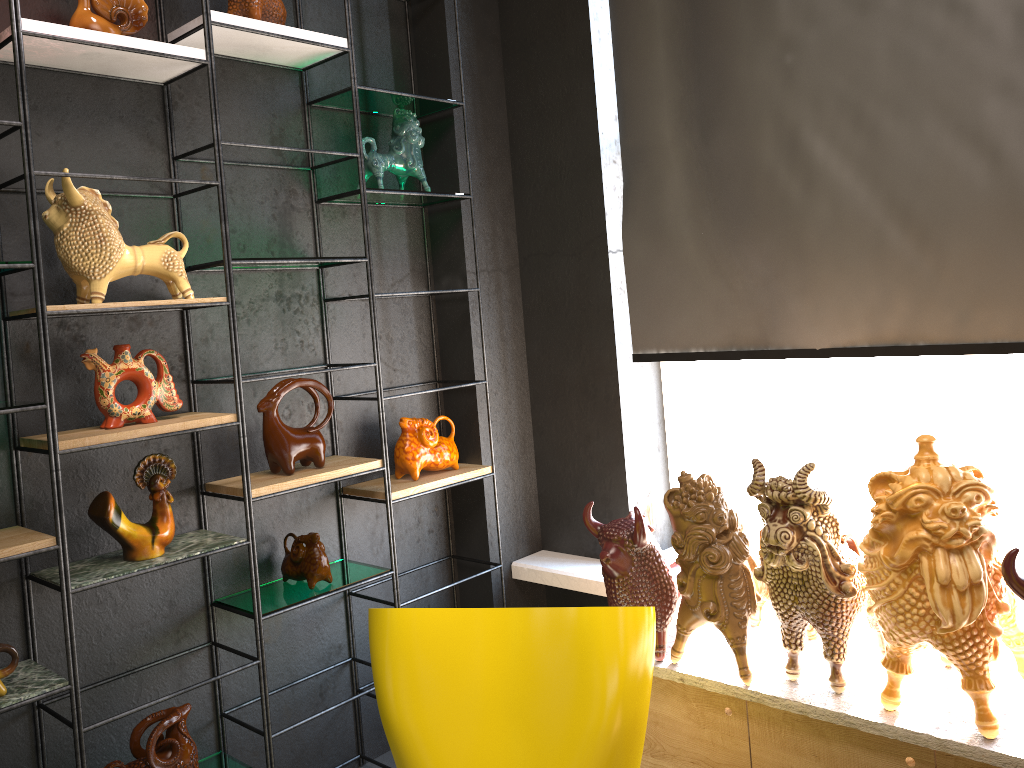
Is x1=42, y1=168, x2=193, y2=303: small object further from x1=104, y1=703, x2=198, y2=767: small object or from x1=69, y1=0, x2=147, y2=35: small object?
x1=104, y1=703, x2=198, y2=767: small object

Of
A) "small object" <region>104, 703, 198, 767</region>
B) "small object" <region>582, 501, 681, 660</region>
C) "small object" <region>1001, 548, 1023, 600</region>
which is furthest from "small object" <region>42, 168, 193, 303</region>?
"small object" <region>1001, 548, 1023, 600</region>

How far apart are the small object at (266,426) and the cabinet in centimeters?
118cm

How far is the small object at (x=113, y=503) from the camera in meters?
2.3 m

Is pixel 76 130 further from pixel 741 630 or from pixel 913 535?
pixel 913 535

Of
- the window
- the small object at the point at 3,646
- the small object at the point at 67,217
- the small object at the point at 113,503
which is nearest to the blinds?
the window

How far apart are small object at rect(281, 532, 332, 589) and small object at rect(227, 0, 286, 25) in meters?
1.5

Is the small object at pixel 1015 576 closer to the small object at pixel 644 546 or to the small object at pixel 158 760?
the small object at pixel 644 546

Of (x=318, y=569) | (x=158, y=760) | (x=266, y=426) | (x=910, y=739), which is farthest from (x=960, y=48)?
(x=158, y=760)

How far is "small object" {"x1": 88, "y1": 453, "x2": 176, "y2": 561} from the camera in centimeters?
230cm
